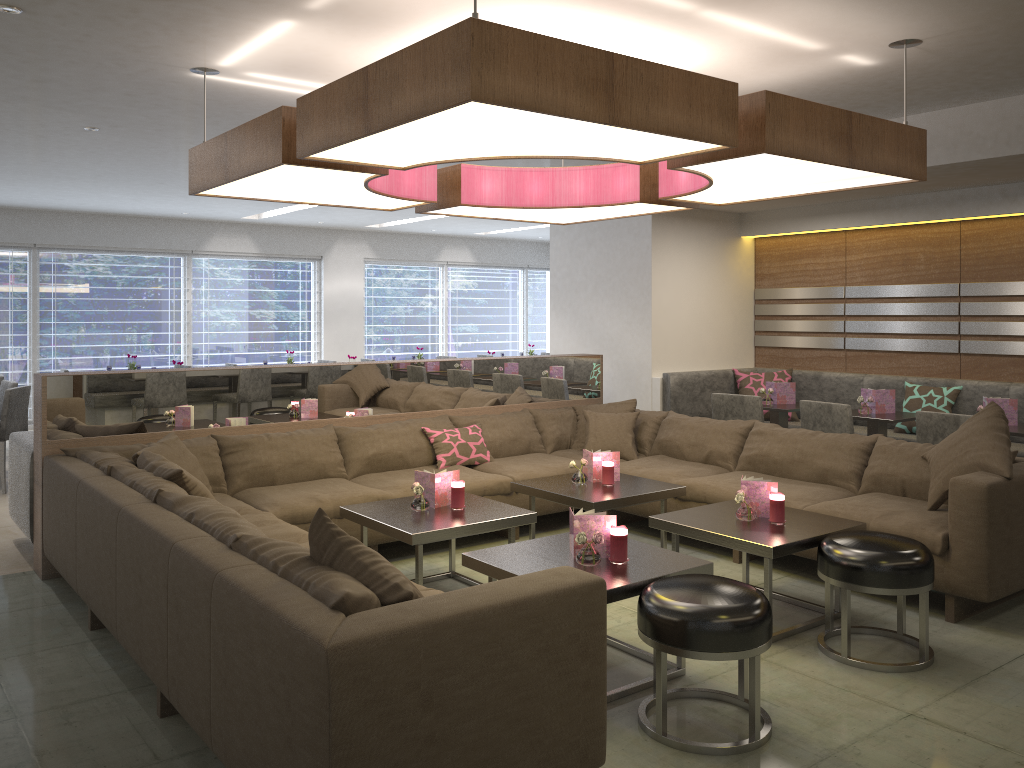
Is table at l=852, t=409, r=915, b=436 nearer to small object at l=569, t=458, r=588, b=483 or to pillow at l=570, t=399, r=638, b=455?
pillow at l=570, t=399, r=638, b=455

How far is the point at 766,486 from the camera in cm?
395

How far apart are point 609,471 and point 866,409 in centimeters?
217cm

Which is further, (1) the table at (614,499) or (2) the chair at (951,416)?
(2) the chair at (951,416)

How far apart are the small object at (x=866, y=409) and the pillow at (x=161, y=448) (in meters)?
4.10

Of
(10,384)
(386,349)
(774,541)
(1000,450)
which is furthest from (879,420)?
(386,349)

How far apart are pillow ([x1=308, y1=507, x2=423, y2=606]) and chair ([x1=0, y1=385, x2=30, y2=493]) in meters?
5.2 m

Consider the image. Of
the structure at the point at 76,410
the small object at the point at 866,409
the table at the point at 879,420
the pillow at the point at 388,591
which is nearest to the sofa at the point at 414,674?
the pillow at the point at 388,591

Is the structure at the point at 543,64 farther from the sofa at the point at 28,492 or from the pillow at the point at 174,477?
the sofa at the point at 28,492

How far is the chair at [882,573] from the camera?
3.29m
